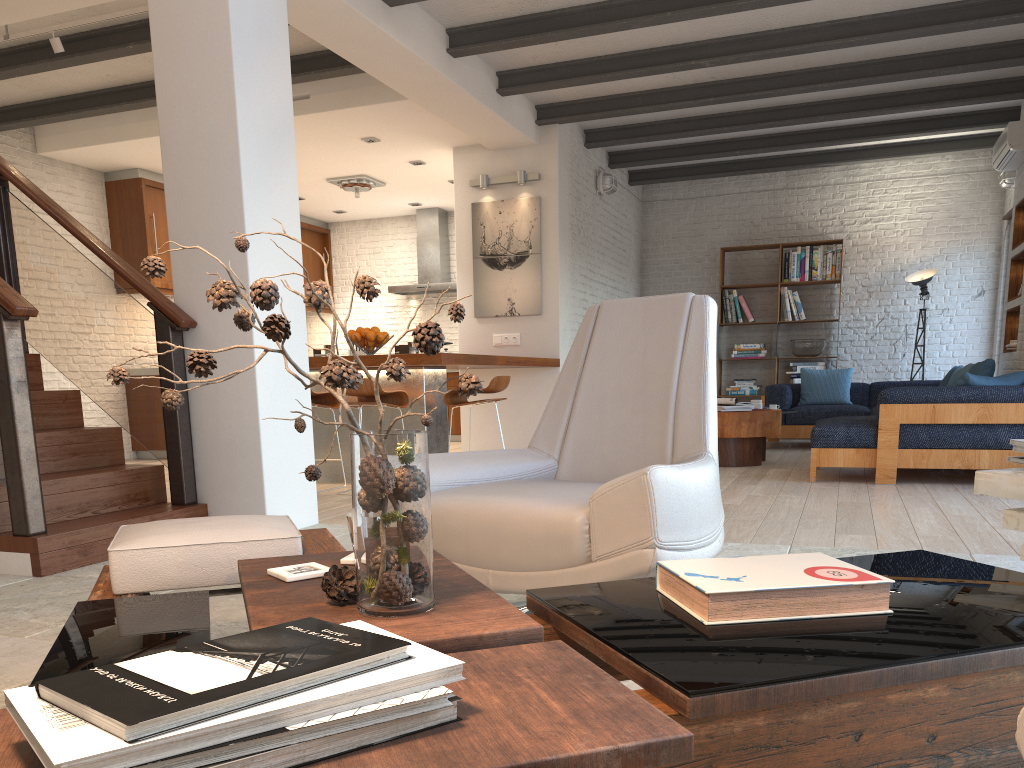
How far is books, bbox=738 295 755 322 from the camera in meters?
10.4

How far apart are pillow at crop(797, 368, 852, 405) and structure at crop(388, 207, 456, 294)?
4.28m

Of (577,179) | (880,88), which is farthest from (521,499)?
(880,88)

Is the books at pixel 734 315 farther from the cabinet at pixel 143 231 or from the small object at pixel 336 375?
the small object at pixel 336 375

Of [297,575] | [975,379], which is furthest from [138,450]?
[297,575]

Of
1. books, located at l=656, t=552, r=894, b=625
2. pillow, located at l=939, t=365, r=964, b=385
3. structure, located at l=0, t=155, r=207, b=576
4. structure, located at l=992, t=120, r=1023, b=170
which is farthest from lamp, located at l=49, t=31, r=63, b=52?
pillow, located at l=939, t=365, r=964, b=385

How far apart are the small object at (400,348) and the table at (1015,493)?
4.7 meters

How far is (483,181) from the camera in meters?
8.2 m

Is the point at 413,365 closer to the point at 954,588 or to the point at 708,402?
the point at 708,402

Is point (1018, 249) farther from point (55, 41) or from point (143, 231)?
point (143, 231)
